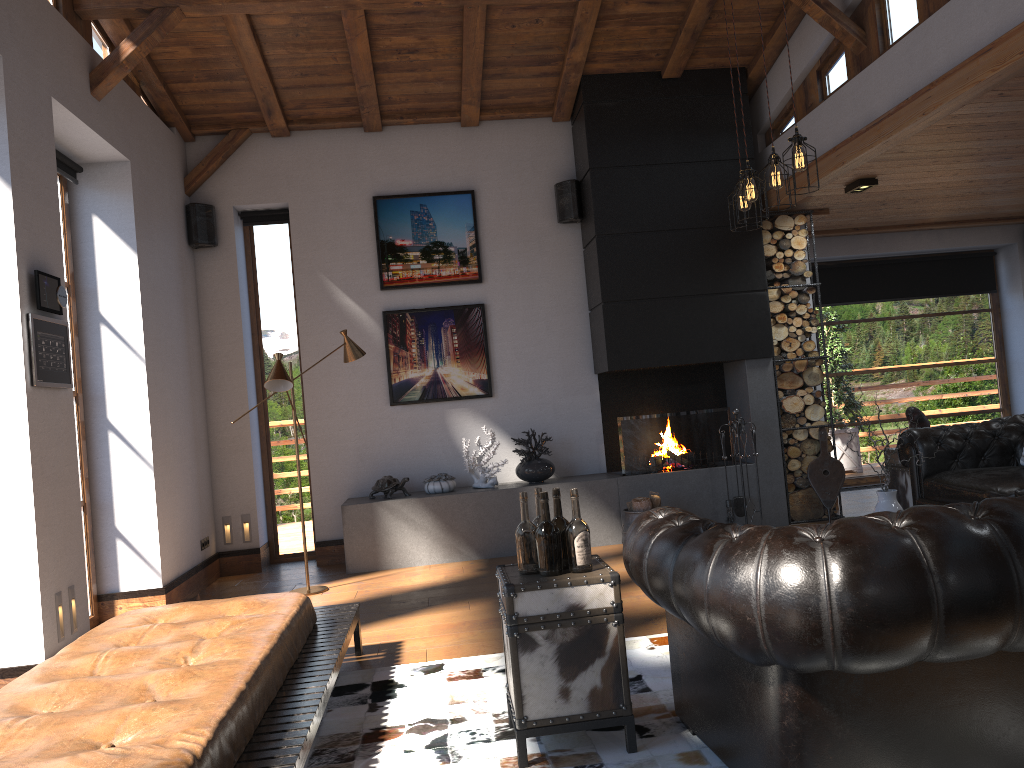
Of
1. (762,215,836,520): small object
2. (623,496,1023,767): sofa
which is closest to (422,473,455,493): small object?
(762,215,836,520): small object

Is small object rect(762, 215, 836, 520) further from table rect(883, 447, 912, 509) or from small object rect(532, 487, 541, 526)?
small object rect(532, 487, 541, 526)

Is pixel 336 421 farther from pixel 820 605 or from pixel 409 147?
pixel 820 605

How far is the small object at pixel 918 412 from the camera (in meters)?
6.51

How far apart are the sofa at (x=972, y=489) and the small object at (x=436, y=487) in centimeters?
341cm

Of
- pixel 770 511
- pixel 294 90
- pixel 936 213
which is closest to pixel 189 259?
pixel 294 90

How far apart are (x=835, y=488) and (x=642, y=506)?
1.72m

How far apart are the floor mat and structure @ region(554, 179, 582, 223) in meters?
4.2 m

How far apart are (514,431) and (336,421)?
1.5 meters

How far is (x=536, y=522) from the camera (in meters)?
3.22
